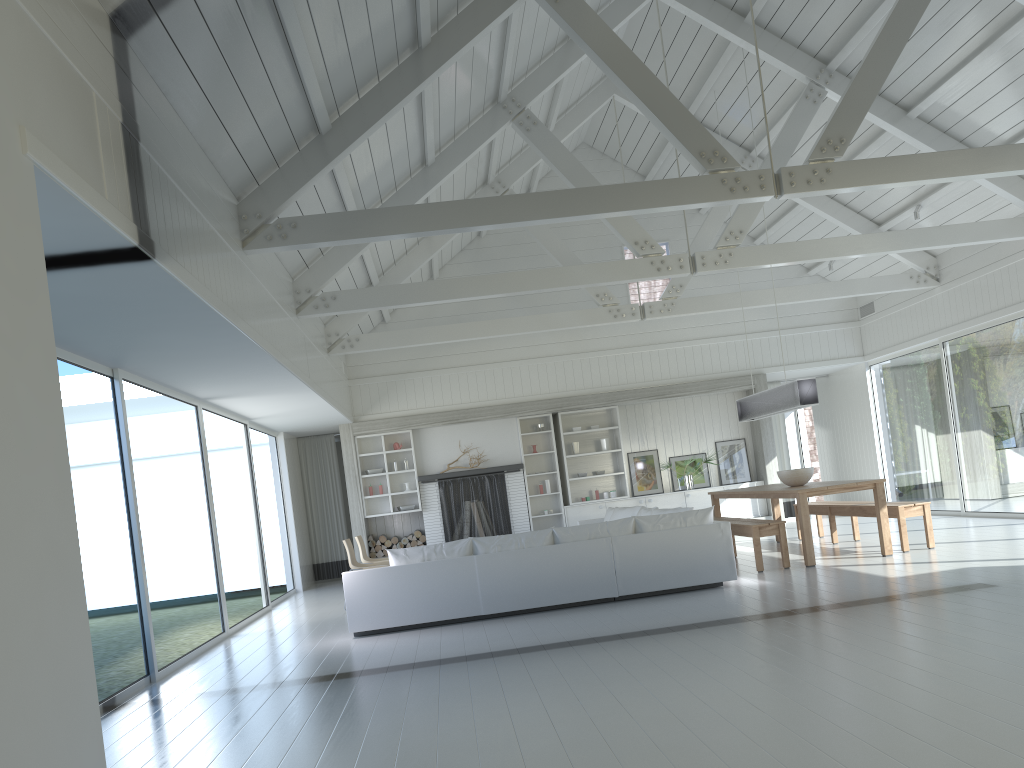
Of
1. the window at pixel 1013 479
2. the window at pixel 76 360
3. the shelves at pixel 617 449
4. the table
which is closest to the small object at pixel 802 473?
the table

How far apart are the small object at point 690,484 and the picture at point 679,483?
0.24m

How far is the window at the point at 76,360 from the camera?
6.10m

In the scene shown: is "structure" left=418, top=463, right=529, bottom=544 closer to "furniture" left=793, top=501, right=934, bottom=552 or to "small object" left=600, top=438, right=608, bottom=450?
"small object" left=600, top=438, right=608, bottom=450

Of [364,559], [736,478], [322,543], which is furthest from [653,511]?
[322,543]

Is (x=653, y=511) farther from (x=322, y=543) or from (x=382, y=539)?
(x=322, y=543)

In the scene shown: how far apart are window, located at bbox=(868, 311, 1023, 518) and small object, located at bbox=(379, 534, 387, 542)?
7.8 meters

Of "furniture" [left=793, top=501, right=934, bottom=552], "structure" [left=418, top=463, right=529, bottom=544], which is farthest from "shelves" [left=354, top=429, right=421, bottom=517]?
"furniture" [left=793, top=501, right=934, bottom=552]

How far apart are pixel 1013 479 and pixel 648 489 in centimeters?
507cm

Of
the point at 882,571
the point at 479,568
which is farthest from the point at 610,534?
the point at 882,571
